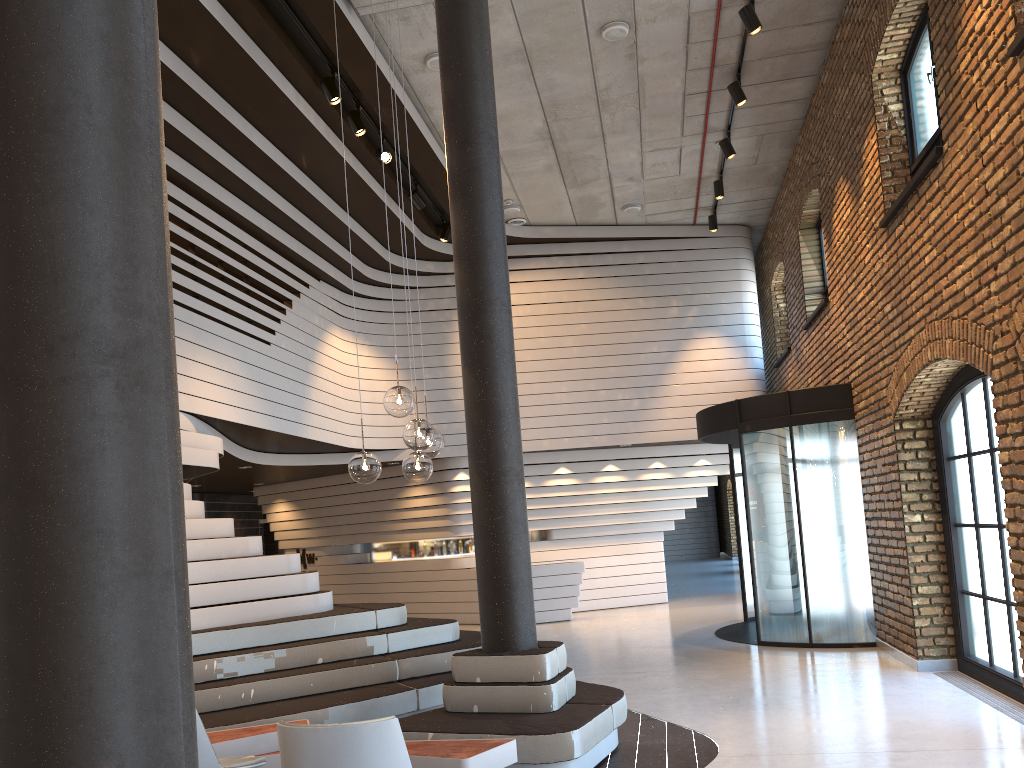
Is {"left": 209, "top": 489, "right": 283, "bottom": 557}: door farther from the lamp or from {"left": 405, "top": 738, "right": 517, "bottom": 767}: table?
the lamp

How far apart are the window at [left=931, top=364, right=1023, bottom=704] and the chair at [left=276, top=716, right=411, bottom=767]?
4.7m

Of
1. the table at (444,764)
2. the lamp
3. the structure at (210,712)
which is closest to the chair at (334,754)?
the table at (444,764)

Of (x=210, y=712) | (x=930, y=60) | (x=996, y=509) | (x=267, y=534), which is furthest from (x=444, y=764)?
(x=267, y=534)

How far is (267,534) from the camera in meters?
17.3 m

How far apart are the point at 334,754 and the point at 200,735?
1.04m

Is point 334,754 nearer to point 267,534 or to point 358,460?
point 358,460

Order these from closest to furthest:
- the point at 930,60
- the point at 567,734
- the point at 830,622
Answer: the point at 567,734, the point at 930,60, the point at 830,622

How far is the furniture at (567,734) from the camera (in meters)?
4.83

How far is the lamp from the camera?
4.4 meters
